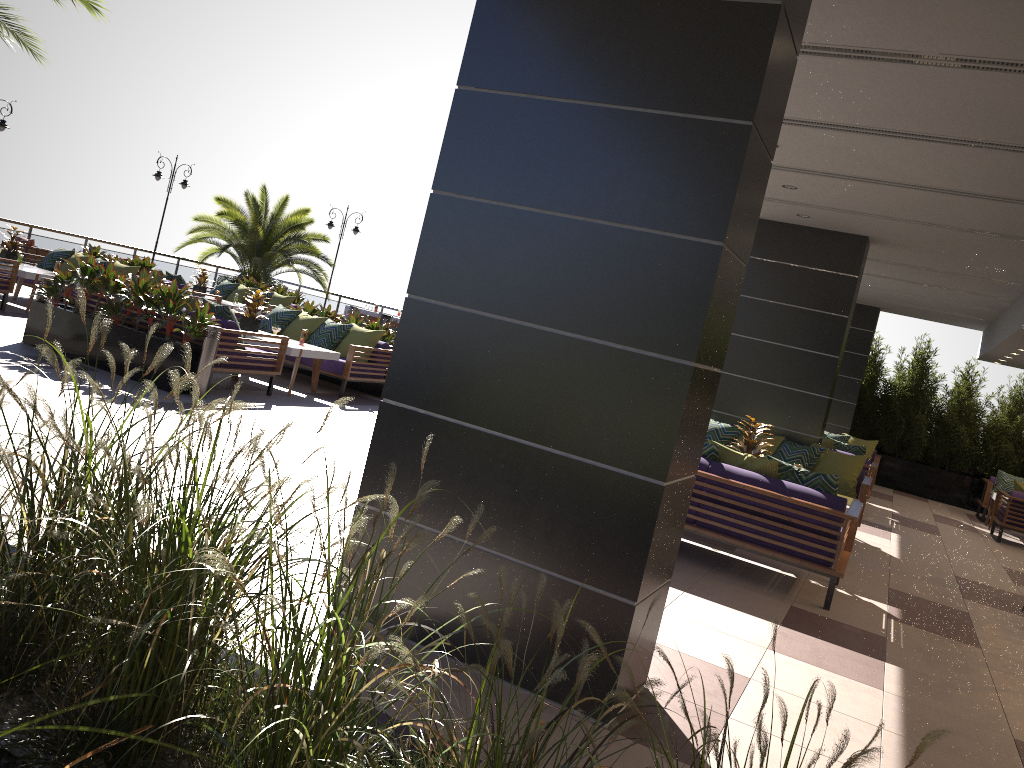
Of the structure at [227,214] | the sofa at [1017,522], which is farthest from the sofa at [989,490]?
the structure at [227,214]

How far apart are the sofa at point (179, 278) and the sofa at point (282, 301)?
2.0 meters

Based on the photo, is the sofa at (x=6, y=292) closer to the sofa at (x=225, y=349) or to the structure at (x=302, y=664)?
the sofa at (x=225, y=349)

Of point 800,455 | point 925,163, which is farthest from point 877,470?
point 925,163

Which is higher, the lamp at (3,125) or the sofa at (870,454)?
the lamp at (3,125)

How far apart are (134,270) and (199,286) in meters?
2.5 m

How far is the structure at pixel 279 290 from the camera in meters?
17.5

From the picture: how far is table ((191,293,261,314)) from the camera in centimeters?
1526cm

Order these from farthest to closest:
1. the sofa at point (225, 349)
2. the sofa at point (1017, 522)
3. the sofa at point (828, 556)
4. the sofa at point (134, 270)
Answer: the sofa at point (134, 270), the sofa at point (1017, 522), the sofa at point (225, 349), the sofa at point (828, 556)

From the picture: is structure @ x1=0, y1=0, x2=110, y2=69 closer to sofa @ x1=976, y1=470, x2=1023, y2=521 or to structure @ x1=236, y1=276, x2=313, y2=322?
structure @ x1=236, y1=276, x2=313, y2=322
